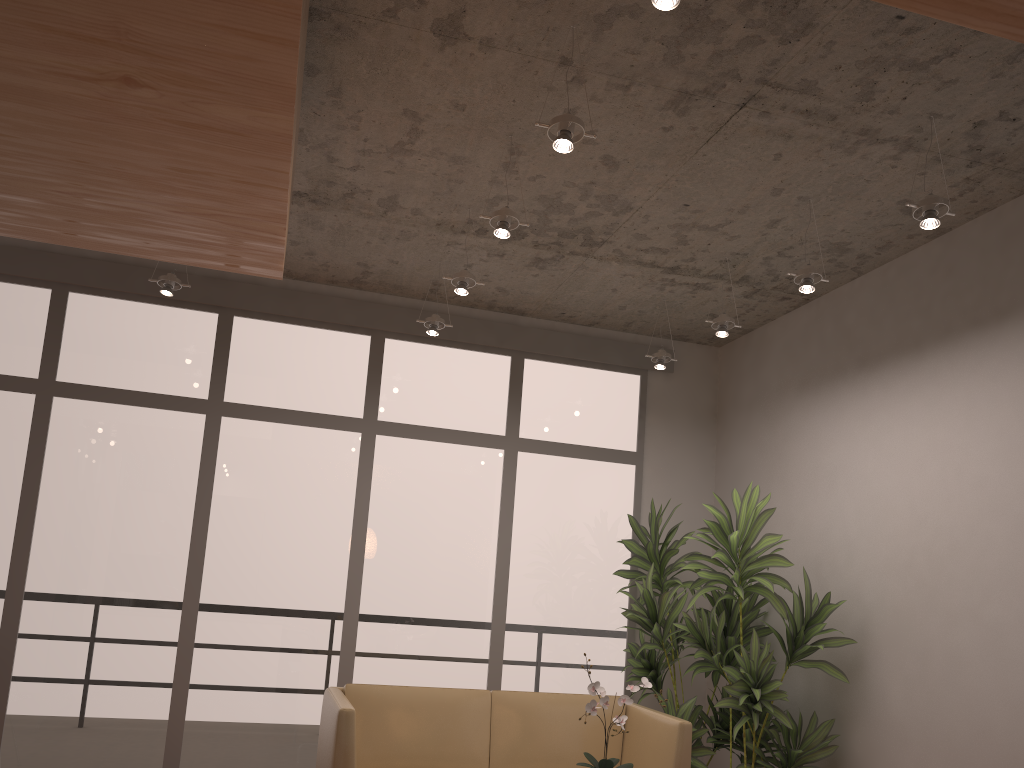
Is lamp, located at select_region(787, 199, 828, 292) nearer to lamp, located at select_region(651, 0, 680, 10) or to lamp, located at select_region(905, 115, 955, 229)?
lamp, located at select_region(905, 115, 955, 229)

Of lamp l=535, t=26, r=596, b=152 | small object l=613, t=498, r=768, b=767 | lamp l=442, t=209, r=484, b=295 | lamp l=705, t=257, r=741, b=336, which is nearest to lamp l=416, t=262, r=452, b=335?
lamp l=442, t=209, r=484, b=295

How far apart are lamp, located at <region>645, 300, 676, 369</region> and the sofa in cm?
216

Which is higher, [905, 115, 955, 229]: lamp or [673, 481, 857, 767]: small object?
[905, 115, 955, 229]: lamp

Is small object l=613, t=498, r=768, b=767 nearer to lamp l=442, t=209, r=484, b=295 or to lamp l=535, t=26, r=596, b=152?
lamp l=442, t=209, r=484, b=295

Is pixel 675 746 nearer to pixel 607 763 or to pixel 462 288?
pixel 607 763

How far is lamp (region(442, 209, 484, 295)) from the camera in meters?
4.7 m

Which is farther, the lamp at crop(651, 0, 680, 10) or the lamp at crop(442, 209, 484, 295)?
the lamp at crop(442, 209, 484, 295)

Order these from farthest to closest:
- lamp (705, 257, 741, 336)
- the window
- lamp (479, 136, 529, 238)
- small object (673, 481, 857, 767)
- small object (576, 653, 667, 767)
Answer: the window
lamp (705, 257, 741, 336)
small object (673, 481, 857, 767)
lamp (479, 136, 529, 238)
small object (576, 653, 667, 767)

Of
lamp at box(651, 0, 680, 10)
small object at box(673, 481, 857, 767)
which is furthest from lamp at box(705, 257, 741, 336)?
lamp at box(651, 0, 680, 10)
